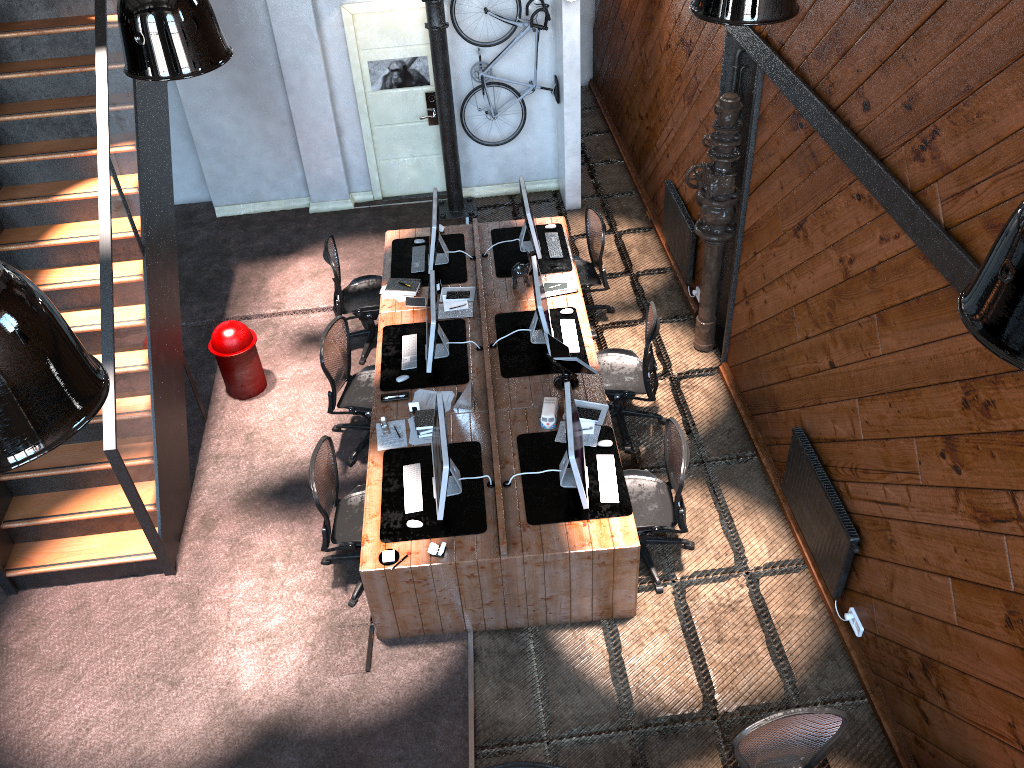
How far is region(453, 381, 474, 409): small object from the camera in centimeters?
641cm

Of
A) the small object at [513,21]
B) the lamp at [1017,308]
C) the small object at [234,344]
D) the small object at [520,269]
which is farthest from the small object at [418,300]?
the lamp at [1017,308]

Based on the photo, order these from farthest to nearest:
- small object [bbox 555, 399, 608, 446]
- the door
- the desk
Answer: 1. the door
2. small object [bbox 555, 399, 608, 446]
3. the desk

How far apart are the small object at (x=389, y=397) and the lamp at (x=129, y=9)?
3.3m

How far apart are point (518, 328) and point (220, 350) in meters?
2.6 m

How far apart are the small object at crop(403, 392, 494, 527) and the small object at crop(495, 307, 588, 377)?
1.1 meters

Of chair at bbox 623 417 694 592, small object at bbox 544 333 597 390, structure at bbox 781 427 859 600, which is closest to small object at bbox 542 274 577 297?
small object at bbox 544 333 597 390

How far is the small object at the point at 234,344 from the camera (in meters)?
7.55

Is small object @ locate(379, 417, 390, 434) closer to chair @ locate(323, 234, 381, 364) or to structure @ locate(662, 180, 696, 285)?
chair @ locate(323, 234, 381, 364)

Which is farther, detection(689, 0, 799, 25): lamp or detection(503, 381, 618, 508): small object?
detection(503, 381, 618, 508): small object
